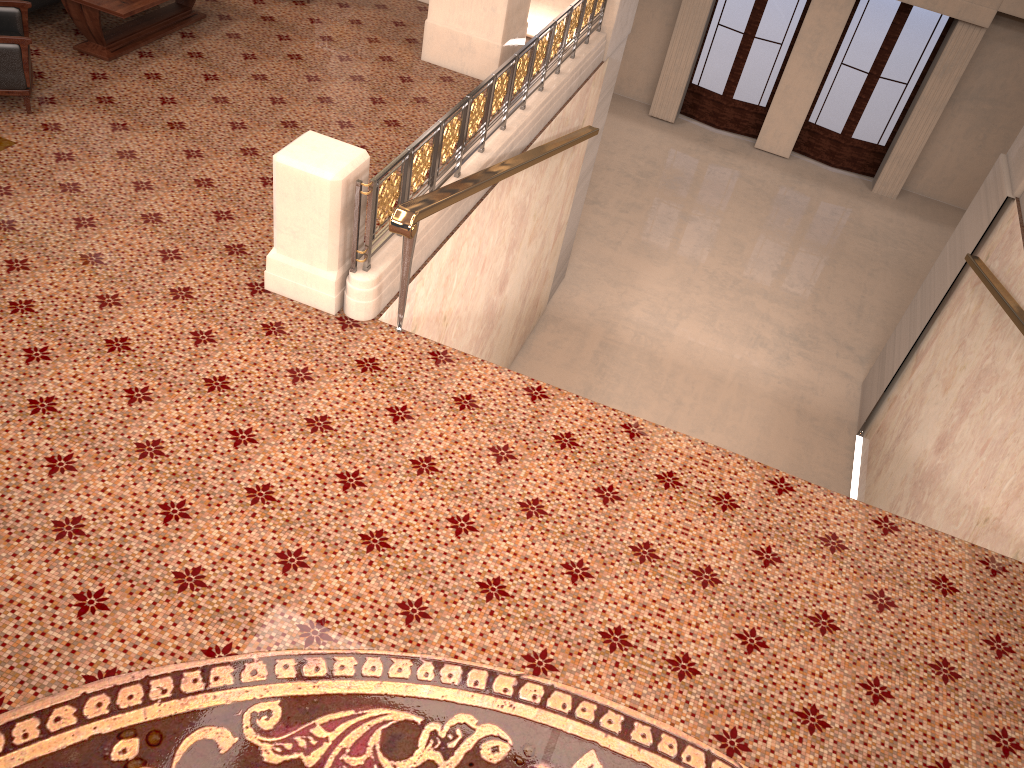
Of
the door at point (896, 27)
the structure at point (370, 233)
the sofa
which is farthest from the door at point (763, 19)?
the sofa

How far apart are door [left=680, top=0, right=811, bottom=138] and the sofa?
11.2 meters

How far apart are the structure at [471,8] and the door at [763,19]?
8.12m

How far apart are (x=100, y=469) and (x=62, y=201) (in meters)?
2.29

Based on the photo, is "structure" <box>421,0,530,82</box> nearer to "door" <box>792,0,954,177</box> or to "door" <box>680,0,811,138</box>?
"door" <box>680,0,811,138</box>

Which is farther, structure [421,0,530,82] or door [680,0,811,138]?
door [680,0,811,138]

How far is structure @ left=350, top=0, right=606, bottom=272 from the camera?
4.83m

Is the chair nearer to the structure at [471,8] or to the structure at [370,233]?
the structure at [370,233]

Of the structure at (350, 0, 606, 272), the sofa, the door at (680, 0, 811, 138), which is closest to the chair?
the sofa

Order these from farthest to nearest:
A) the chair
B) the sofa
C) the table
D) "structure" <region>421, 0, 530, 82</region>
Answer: "structure" <region>421, 0, 530, 82</region> < the sofa < the table < the chair
